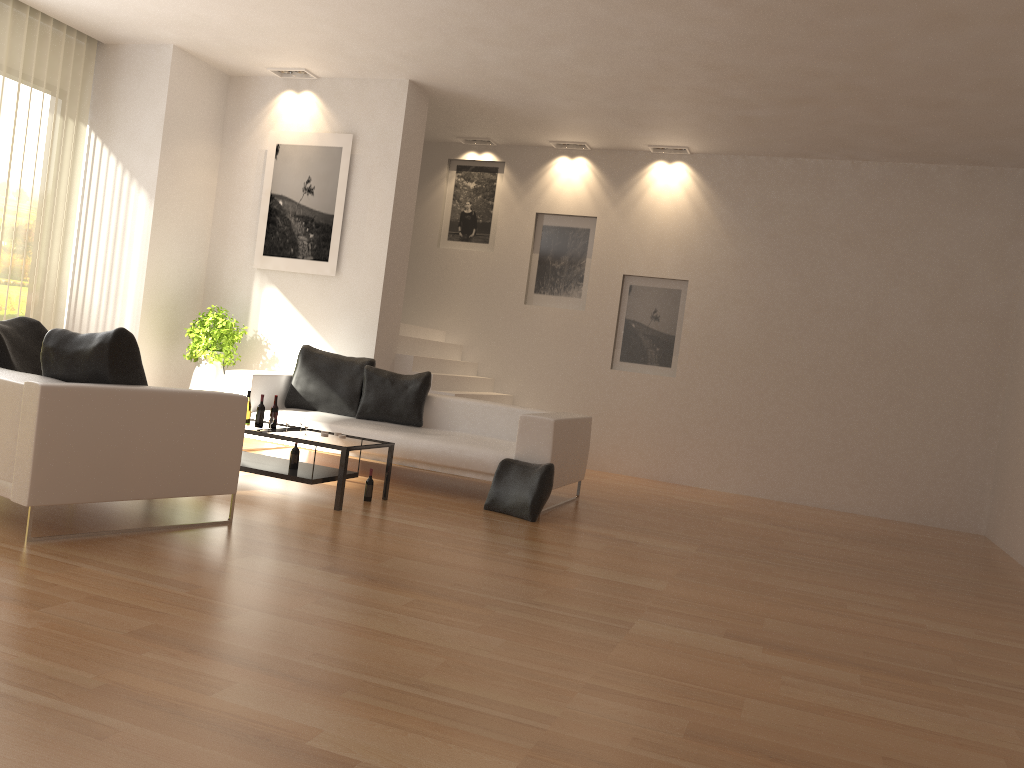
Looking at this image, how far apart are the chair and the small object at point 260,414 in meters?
1.3

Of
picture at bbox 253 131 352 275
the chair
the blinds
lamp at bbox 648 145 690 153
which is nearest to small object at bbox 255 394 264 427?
the chair

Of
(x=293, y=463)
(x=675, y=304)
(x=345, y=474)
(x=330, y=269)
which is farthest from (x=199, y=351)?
(x=675, y=304)

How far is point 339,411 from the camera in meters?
8.1

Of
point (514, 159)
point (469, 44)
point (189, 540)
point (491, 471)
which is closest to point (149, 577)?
point (189, 540)

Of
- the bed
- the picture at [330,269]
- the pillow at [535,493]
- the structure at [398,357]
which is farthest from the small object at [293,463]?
the picture at [330,269]

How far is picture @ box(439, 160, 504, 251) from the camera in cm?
1095

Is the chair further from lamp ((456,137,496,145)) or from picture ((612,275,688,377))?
lamp ((456,137,496,145))

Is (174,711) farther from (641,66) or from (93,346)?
(641,66)

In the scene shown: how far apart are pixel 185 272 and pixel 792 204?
6.5m
